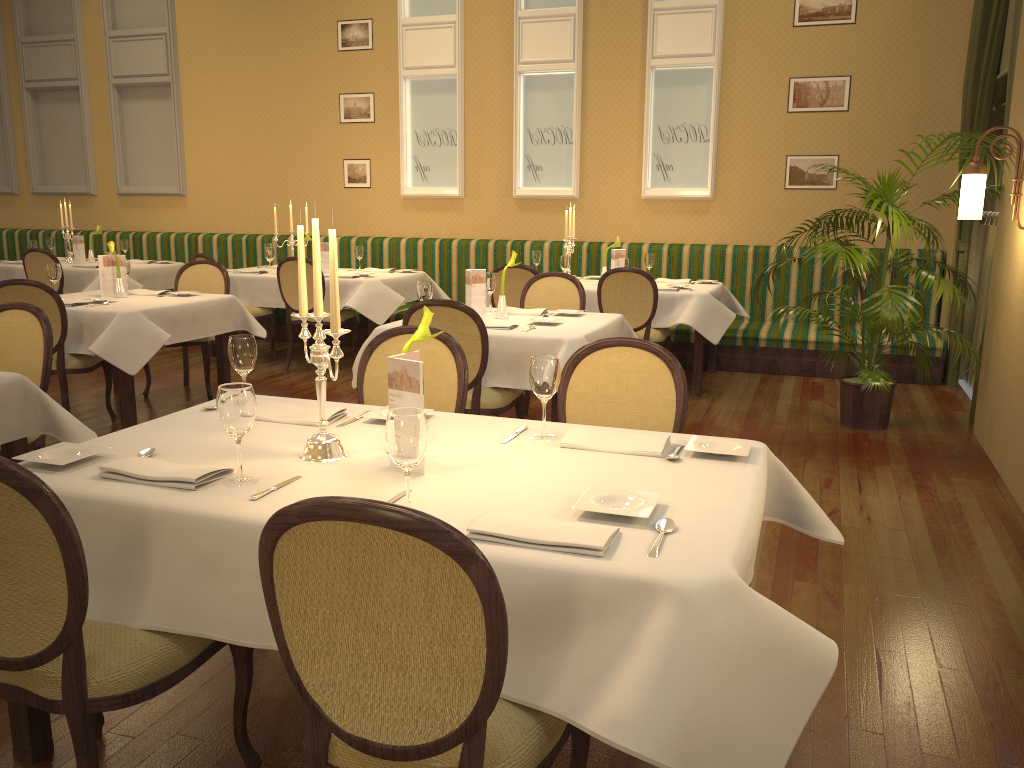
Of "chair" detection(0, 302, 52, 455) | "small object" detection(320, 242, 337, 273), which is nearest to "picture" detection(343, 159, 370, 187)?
"small object" detection(320, 242, 337, 273)

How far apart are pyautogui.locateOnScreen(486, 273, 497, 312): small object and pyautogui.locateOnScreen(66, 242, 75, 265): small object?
5.25m

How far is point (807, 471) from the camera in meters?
4.7 m

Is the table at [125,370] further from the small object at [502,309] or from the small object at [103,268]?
the small object at [502,309]

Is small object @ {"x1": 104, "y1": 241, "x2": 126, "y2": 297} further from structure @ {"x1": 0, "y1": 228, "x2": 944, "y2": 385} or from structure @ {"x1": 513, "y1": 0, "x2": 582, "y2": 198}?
structure @ {"x1": 513, "y1": 0, "x2": 582, "y2": 198}

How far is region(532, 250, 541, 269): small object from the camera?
7.6 meters

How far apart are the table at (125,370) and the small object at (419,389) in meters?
3.5

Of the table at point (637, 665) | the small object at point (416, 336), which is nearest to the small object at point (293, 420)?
the table at point (637, 665)

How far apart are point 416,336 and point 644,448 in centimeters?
66cm

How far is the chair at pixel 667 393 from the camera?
2.9m
